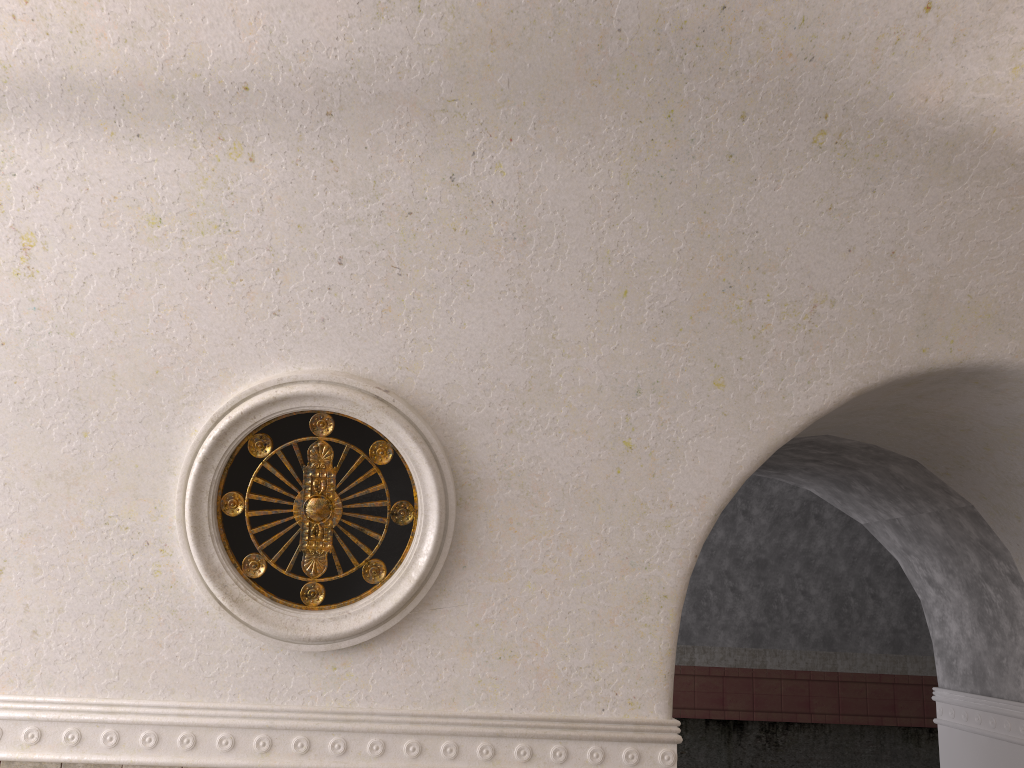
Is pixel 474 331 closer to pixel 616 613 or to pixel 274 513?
pixel 274 513
